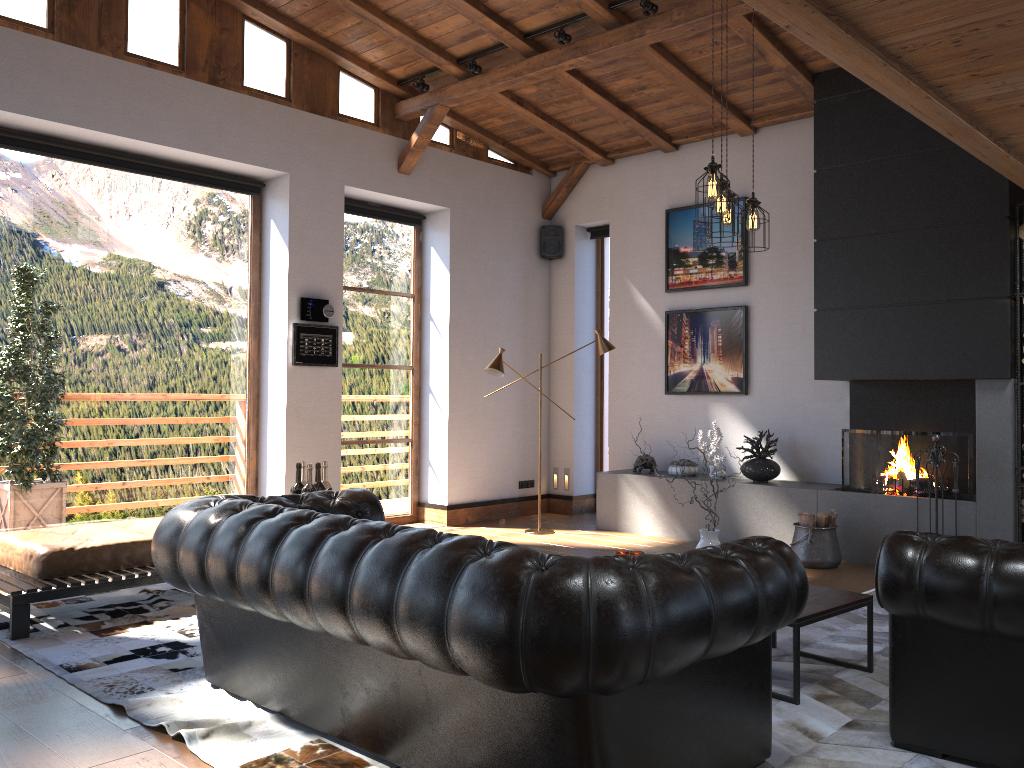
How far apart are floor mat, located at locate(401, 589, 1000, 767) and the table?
0.0 meters

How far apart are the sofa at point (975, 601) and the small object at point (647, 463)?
5.1m

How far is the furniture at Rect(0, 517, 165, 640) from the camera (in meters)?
4.63

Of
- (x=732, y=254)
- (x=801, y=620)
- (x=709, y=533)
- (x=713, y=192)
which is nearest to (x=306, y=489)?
(x=709, y=533)

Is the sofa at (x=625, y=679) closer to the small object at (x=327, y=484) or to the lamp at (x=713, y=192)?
the small object at (x=327, y=484)

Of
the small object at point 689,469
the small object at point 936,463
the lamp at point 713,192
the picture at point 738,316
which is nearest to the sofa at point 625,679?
the lamp at point 713,192

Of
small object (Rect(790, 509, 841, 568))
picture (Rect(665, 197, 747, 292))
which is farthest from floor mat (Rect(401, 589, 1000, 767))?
picture (Rect(665, 197, 747, 292))

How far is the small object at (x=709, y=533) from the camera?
4.28m

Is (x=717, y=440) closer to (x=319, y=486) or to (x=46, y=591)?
(x=319, y=486)

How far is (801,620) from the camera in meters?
3.6
